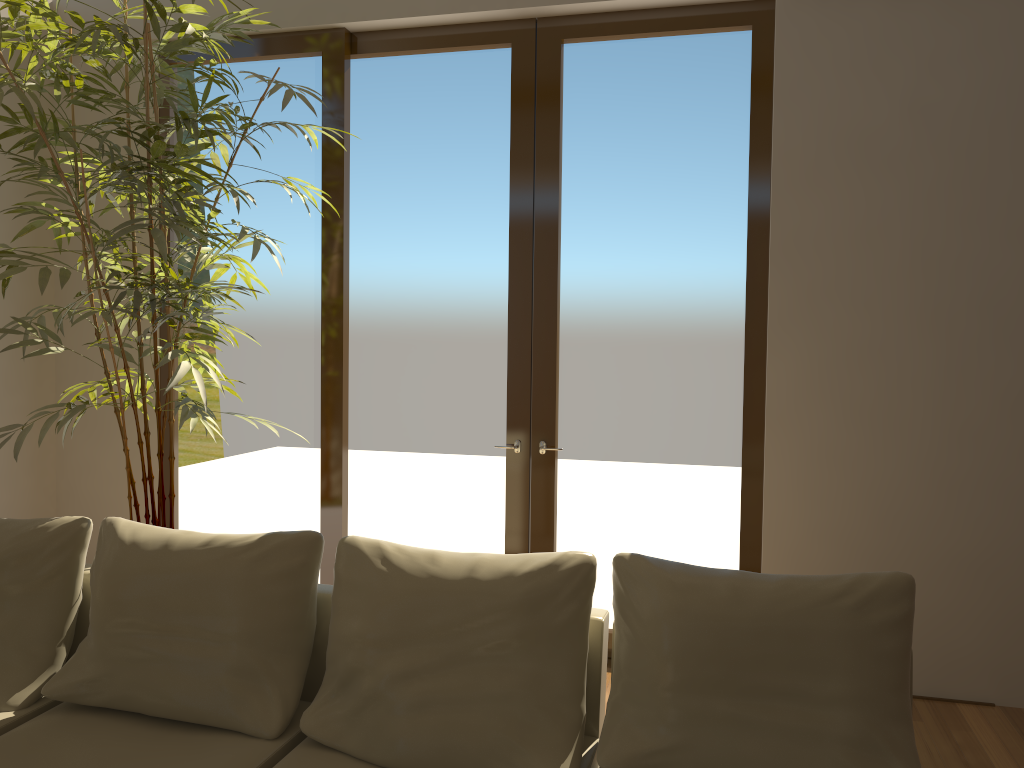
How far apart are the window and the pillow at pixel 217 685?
1.7m

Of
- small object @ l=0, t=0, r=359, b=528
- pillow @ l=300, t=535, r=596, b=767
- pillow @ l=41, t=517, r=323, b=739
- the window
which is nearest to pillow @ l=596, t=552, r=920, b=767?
pillow @ l=300, t=535, r=596, b=767

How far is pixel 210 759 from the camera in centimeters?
243cm

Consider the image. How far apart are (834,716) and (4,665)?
2.50m

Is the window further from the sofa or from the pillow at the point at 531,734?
the pillow at the point at 531,734

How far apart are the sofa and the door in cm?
158

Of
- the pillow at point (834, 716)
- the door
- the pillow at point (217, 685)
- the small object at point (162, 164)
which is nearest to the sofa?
the pillow at point (217, 685)

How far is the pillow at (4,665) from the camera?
2.82m

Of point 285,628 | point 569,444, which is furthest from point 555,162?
point 285,628

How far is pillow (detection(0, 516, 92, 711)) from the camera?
2.8 meters
